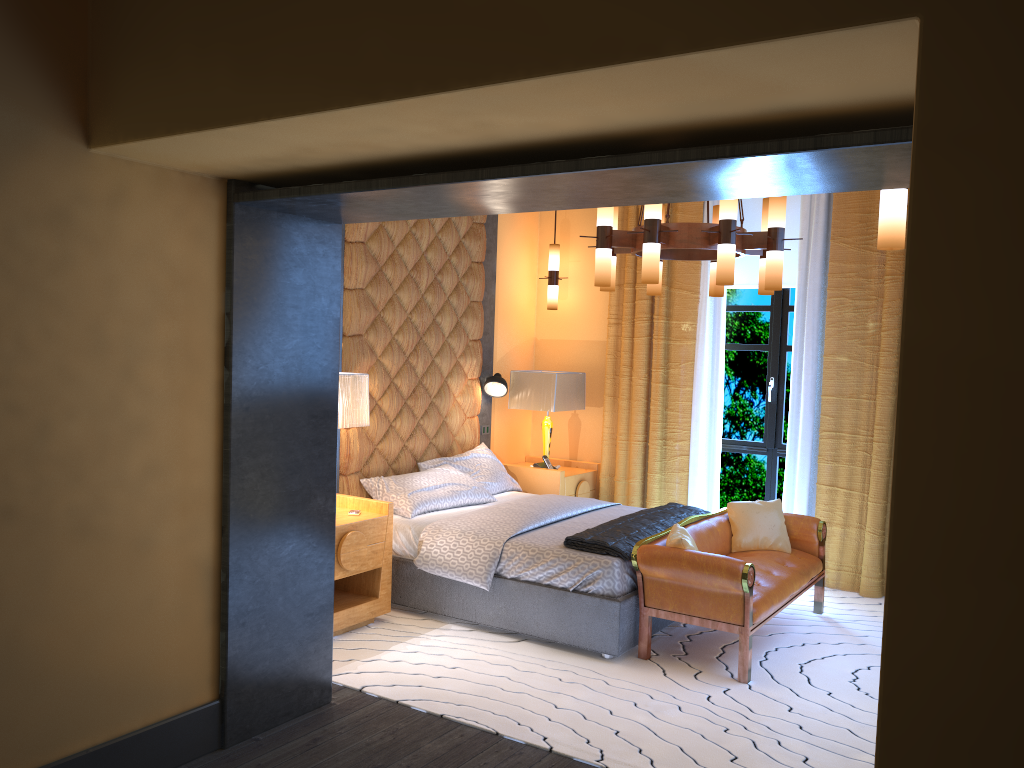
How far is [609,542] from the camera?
4.7 meters

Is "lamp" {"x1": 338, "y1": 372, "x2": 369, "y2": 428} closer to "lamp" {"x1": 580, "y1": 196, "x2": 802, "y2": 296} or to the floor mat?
the floor mat

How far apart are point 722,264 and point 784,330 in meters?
2.6

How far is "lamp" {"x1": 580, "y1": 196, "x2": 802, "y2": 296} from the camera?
4.4m

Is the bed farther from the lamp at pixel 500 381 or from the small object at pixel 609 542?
the lamp at pixel 500 381

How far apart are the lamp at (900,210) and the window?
3.8 meters

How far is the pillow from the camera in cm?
471

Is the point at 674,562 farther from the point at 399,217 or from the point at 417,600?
the point at 399,217

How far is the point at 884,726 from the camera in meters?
1.6

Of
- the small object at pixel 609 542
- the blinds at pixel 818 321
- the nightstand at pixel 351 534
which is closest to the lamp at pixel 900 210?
the small object at pixel 609 542
